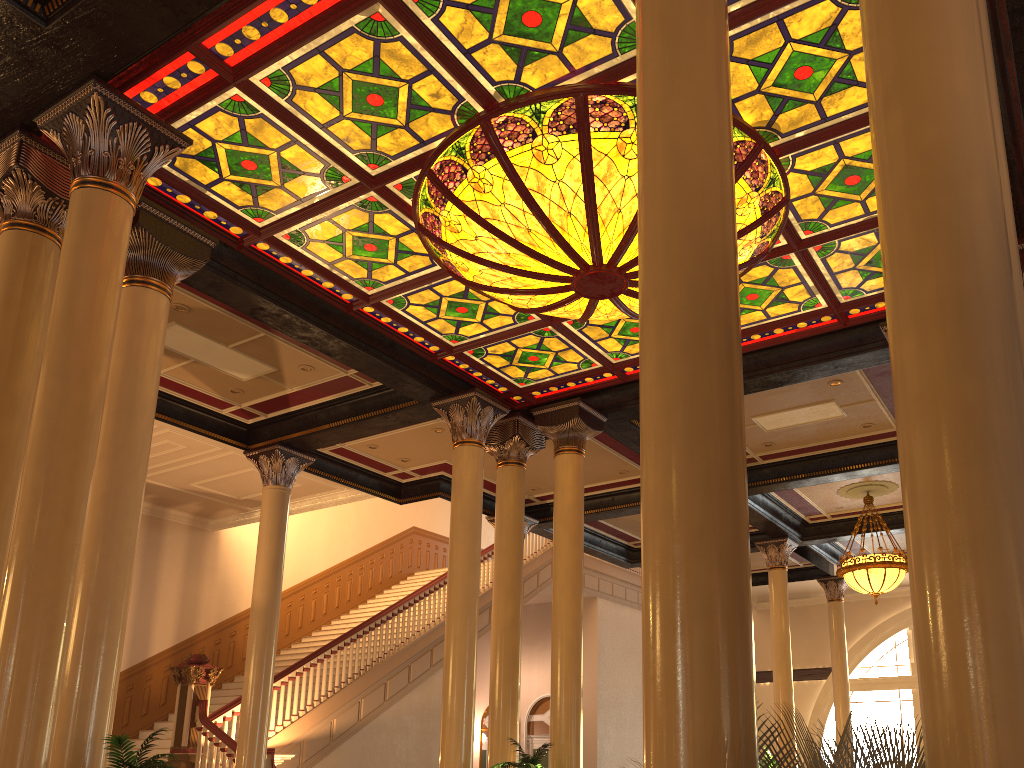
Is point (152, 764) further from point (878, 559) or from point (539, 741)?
point (539, 741)

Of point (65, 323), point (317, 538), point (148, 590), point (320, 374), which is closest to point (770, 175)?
point (65, 323)

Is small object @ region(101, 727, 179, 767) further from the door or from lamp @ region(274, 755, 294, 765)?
the door

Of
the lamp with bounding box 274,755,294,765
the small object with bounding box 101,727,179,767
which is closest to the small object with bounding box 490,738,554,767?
the small object with bounding box 101,727,179,767

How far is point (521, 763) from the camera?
7.9m

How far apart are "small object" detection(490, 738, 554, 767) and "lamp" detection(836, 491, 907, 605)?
6.9 meters

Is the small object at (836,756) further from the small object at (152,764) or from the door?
the door

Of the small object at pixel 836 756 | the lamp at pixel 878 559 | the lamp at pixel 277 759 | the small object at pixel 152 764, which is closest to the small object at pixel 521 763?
the small object at pixel 152 764

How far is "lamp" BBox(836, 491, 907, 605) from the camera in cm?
1296

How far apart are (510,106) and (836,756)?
4.98m
